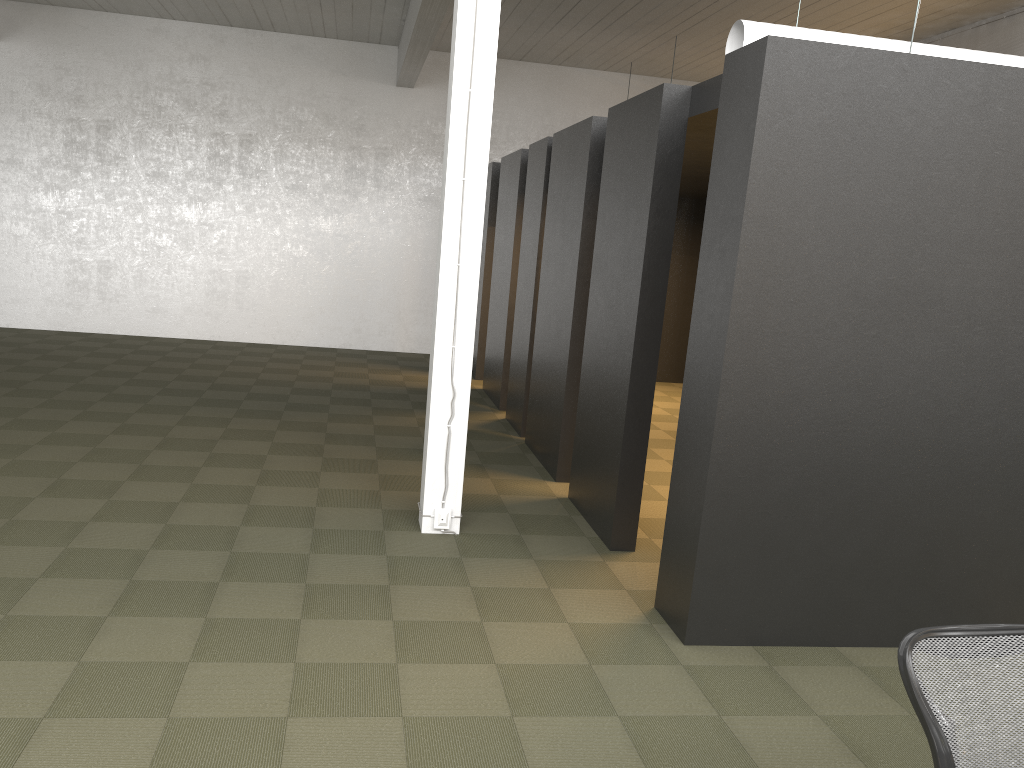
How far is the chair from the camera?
2.22m

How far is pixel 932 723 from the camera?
2.22m

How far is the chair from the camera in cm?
222
